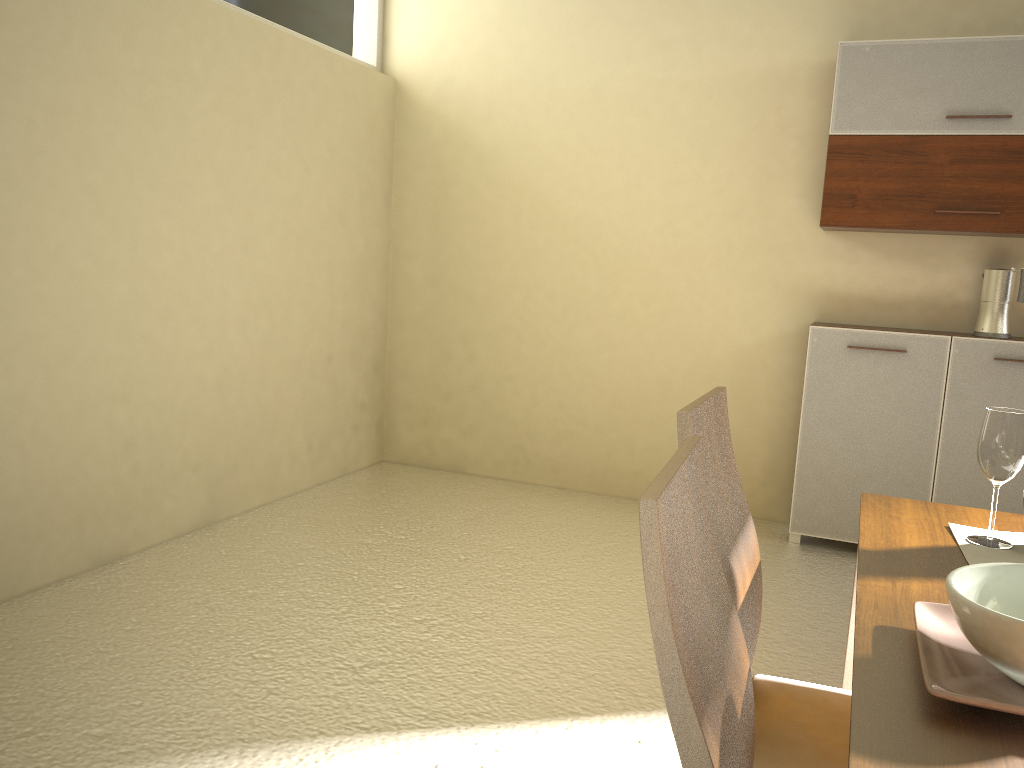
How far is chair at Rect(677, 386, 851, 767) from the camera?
1.41m

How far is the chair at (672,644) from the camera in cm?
84

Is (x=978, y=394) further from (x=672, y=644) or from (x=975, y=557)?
(x=672, y=644)

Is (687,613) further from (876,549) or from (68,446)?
(68,446)

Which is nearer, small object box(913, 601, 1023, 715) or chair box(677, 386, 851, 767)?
small object box(913, 601, 1023, 715)

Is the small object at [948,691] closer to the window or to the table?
the table

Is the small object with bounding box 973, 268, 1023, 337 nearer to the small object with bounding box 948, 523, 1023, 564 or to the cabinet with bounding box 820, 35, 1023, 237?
the cabinet with bounding box 820, 35, 1023, 237

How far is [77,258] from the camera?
3.1 meters

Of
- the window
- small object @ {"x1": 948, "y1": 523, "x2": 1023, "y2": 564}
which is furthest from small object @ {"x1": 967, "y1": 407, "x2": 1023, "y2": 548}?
the window

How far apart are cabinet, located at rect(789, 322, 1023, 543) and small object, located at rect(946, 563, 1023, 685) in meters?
3.0 m
